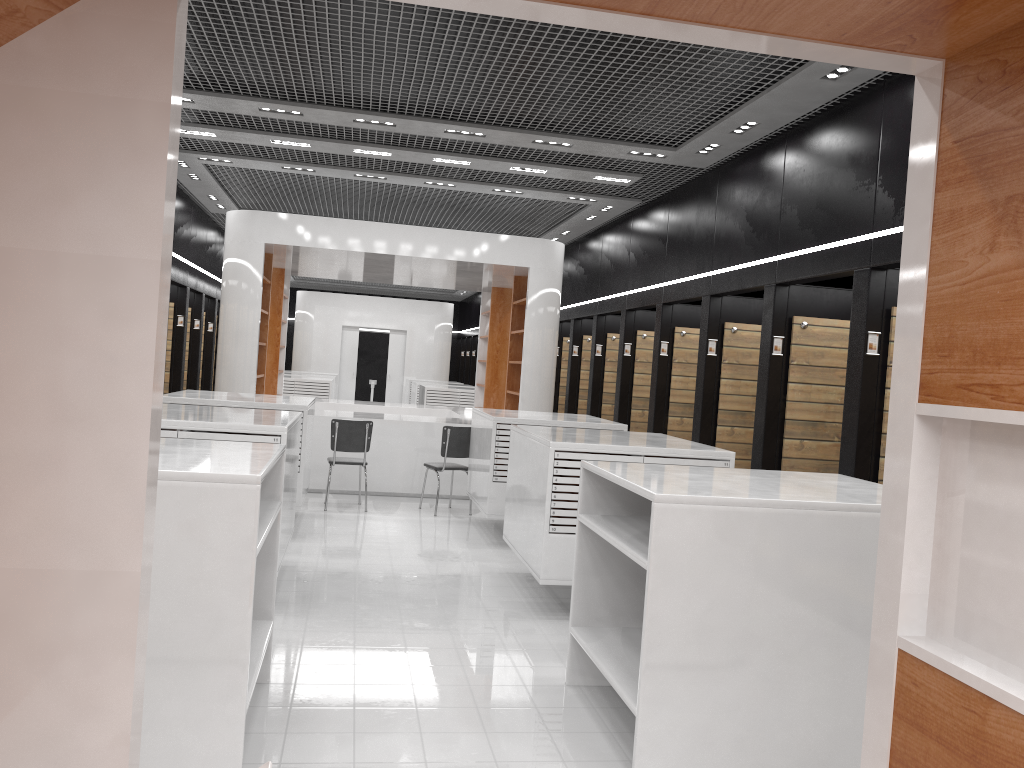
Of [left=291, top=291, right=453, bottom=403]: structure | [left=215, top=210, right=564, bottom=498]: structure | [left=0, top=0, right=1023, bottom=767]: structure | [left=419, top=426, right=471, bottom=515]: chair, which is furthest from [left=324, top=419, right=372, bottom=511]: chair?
[left=291, top=291, right=453, bottom=403]: structure

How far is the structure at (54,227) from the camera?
1.77m

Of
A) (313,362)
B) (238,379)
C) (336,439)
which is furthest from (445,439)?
(313,362)

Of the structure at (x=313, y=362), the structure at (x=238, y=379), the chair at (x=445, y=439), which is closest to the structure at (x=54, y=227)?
the chair at (x=445, y=439)

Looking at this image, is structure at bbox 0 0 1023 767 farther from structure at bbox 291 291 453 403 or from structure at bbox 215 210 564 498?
structure at bbox 291 291 453 403

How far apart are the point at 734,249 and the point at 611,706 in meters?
5.4

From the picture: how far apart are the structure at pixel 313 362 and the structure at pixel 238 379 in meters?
9.0

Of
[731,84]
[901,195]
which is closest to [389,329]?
[731,84]

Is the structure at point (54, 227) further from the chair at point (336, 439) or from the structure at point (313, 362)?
the structure at point (313, 362)

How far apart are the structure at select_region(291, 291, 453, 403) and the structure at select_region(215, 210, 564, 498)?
9.0 meters
